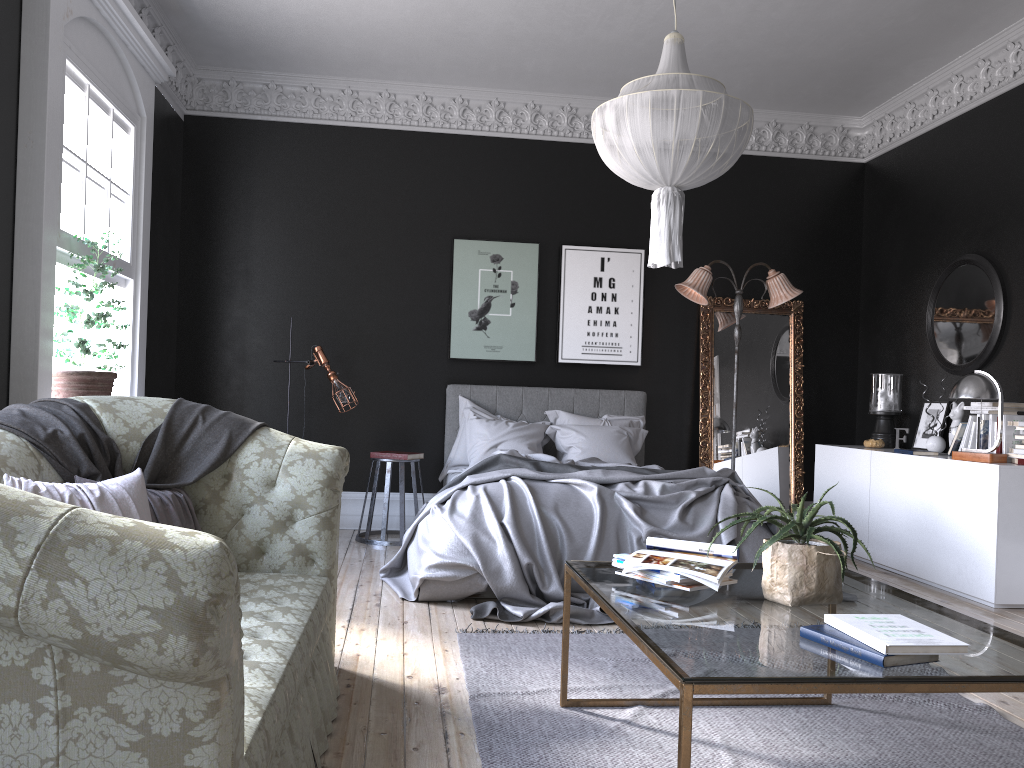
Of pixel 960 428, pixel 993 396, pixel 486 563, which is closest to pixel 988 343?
pixel 960 428

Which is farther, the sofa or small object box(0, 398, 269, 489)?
small object box(0, 398, 269, 489)

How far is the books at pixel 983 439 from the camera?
5.95m

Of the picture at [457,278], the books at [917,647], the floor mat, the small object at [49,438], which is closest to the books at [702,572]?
the books at [917,647]

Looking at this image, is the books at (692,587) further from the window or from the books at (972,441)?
the books at (972,441)

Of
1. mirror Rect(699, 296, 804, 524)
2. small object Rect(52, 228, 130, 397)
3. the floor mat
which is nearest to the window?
small object Rect(52, 228, 130, 397)

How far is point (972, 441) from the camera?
6.13m

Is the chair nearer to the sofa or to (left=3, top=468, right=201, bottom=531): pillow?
the sofa

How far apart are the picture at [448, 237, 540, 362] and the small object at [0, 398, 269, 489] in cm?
404

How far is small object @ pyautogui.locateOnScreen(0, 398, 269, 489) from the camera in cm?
316
